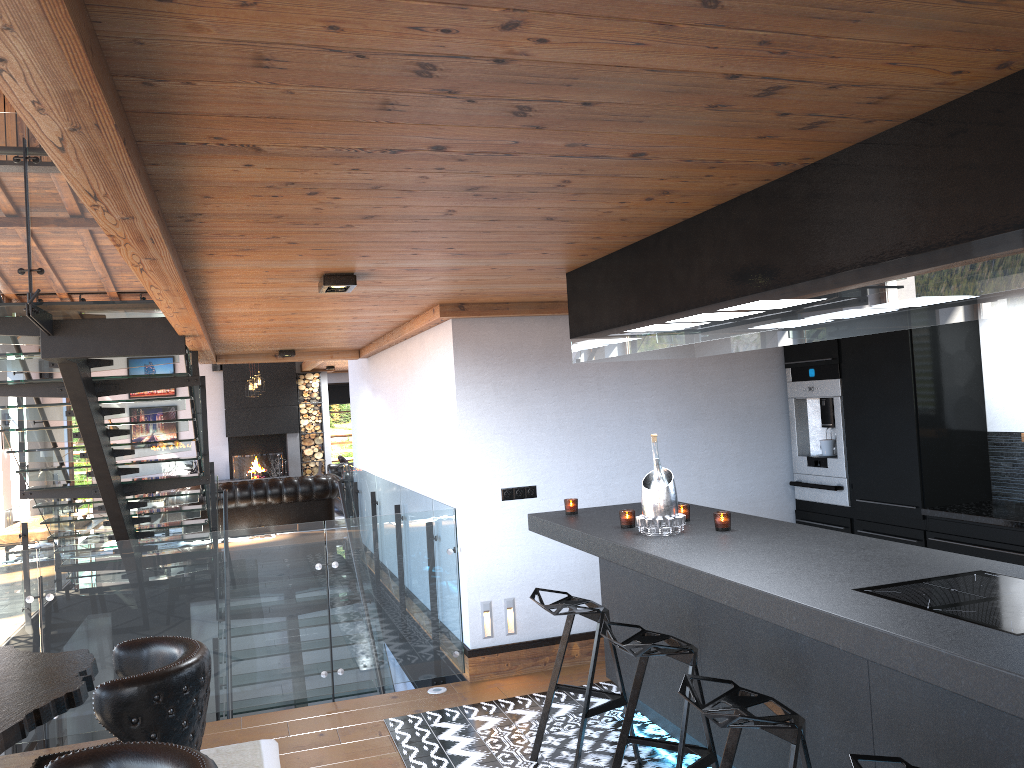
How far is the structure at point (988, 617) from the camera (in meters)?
2.29

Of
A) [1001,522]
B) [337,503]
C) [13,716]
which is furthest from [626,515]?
[337,503]

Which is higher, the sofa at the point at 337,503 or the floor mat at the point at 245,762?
the sofa at the point at 337,503

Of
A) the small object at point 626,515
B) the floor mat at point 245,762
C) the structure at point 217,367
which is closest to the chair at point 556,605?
the small object at point 626,515

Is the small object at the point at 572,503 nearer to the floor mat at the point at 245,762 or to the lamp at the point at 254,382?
the floor mat at the point at 245,762

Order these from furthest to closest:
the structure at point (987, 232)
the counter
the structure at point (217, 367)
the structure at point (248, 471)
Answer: the structure at point (217, 367) < the structure at point (248, 471) < the counter < the structure at point (987, 232)

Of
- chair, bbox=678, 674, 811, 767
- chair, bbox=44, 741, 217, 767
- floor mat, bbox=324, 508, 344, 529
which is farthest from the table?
floor mat, bbox=324, 508, 344, 529

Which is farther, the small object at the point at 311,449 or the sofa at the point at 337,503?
the small object at the point at 311,449

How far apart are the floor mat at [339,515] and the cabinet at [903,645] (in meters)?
10.66

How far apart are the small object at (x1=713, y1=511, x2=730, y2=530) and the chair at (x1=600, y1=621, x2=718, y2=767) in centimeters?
64cm
